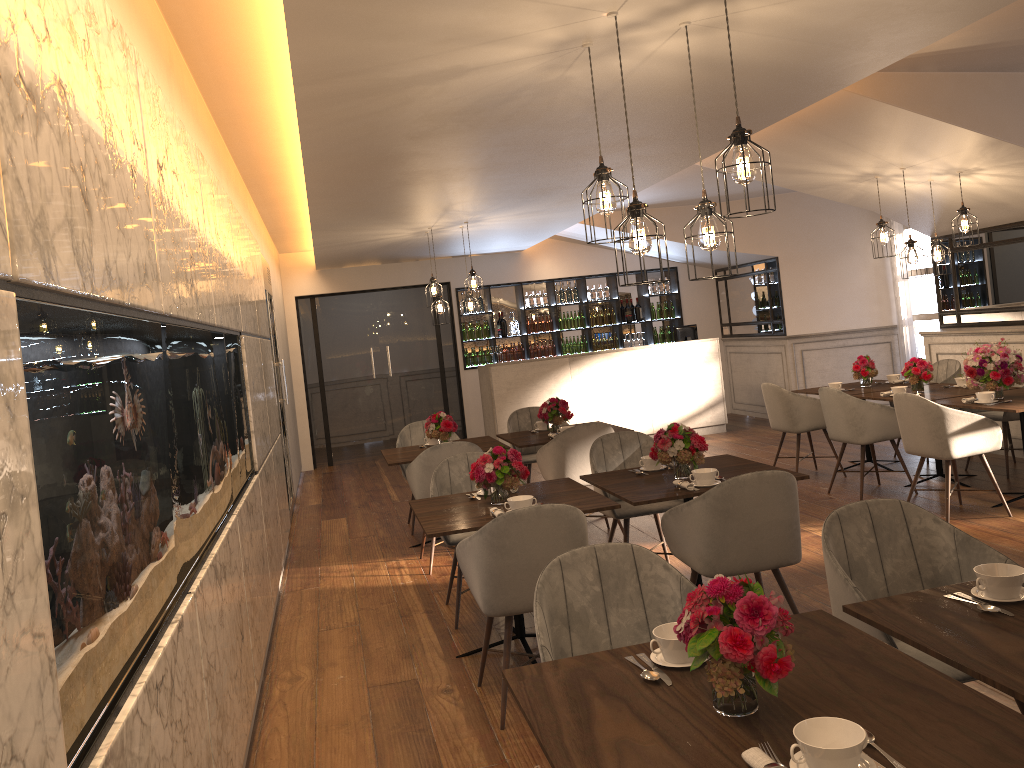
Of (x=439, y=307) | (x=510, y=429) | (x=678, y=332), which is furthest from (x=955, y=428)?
(x=678, y=332)

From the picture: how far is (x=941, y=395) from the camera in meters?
6.8

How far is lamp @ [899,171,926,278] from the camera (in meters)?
6.72

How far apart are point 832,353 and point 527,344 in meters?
4.0 m

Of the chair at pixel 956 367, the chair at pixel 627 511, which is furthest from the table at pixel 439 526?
the chair at pixel 956 367

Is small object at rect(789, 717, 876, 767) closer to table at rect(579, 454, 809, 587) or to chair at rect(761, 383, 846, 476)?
table at rect(579, 454, 809, 587)

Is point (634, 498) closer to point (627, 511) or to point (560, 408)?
point (627, 511)

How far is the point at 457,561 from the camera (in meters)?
5.21

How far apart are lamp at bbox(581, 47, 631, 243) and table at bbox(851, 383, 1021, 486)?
4.37m

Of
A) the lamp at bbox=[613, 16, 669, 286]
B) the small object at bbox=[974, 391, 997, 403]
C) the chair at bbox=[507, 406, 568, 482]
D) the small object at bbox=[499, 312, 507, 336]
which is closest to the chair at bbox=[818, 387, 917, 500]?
the small object at bbox=[974, 391, 997, 403]
